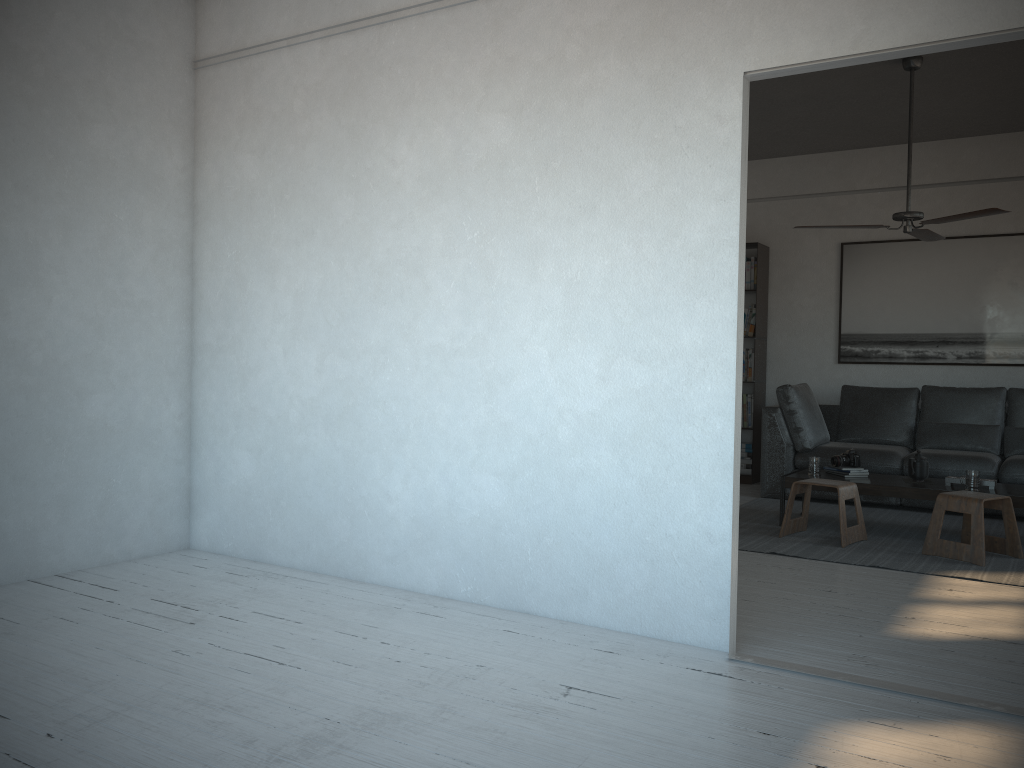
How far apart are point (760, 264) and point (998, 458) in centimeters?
248cm

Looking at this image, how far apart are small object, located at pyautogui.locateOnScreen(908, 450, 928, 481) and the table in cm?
7

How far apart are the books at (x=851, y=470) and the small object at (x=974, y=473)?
0.7 meters

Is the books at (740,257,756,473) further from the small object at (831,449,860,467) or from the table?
the small object at (831,449,860,467)

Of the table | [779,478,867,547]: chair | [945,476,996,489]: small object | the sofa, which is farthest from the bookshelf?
[945,476,996,489]: small object

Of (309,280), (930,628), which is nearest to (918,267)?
(930,628)

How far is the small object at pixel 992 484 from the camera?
5.2 meters

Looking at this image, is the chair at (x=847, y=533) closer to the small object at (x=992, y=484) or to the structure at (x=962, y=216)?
the small object at (x=992, y=484)

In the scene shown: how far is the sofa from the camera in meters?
6.3 m

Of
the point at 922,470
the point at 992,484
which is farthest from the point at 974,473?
the point at 922,470
